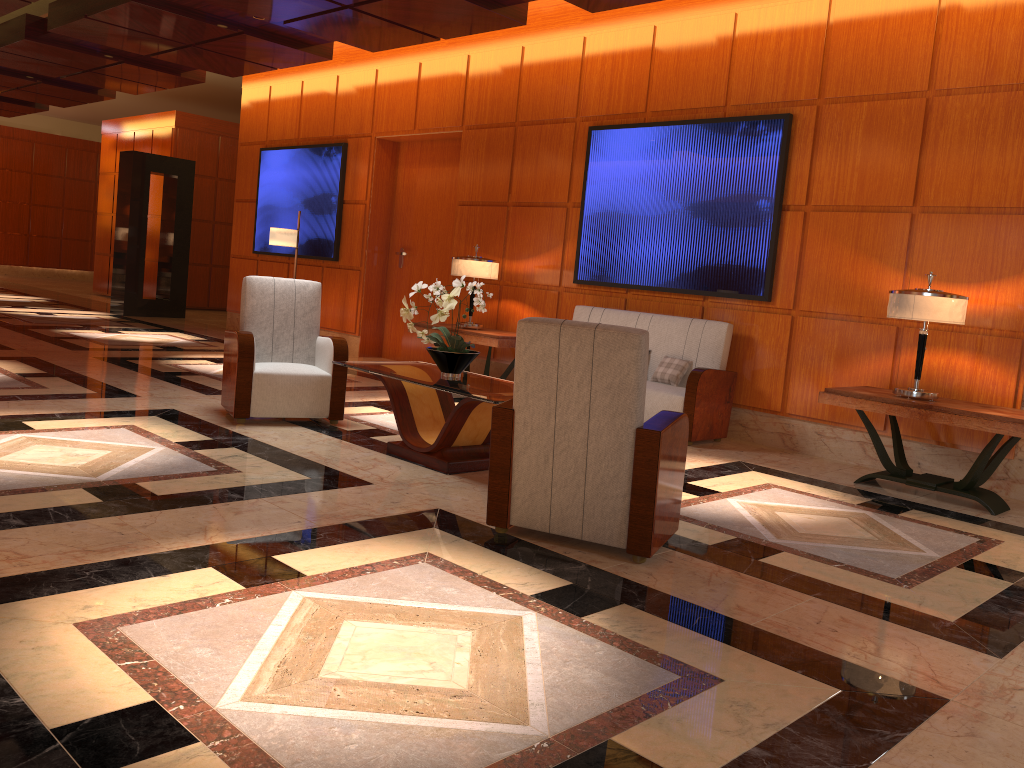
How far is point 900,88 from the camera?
6.2 meters

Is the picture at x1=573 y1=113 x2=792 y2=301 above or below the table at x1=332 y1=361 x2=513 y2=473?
above

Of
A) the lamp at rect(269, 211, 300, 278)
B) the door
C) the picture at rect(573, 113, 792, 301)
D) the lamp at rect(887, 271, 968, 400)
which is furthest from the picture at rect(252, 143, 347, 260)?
the lamp at rect(887, 271, 968, 400)

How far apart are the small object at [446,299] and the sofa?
1.83m

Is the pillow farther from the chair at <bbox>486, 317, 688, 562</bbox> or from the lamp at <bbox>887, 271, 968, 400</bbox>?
the chair at <bbox>486, 317, 688, 562</bbox>

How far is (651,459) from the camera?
3.53m

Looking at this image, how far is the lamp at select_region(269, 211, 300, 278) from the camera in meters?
9.8 m

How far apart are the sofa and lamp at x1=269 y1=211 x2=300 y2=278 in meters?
3.7 m

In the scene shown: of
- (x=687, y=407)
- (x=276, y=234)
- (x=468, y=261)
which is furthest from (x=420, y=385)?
(x=276, y=234)

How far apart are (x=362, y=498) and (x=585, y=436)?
1.2m
